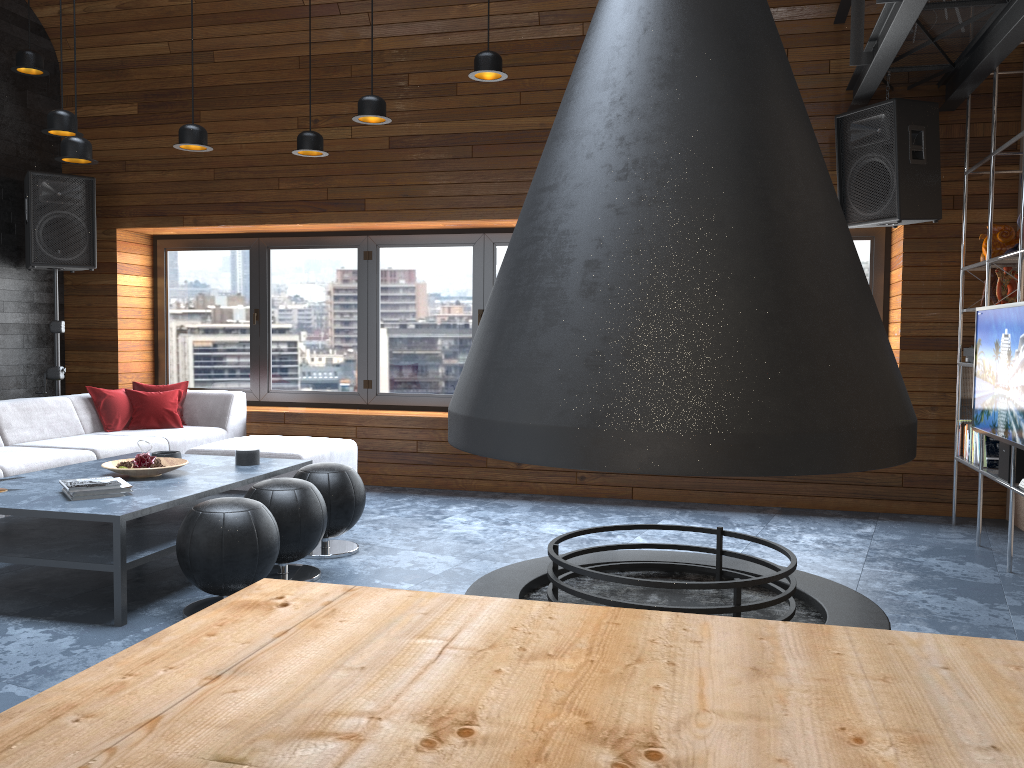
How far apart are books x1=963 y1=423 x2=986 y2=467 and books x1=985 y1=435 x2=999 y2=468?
→ 0.1m

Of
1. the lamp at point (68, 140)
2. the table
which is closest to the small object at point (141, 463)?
the lamp at point (68, 140)

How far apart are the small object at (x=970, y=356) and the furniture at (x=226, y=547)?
4.0 meters

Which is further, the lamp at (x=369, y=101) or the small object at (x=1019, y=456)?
the lamp at (x=369, y=101)

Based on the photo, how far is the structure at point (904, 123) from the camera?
5.0 meters

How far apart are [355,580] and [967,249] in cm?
427

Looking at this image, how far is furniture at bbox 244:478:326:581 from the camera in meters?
3.9 m

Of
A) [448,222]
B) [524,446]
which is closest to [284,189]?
[448,222]

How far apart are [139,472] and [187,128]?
1.9m

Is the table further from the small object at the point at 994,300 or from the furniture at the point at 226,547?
the small object at the point at 994,300
